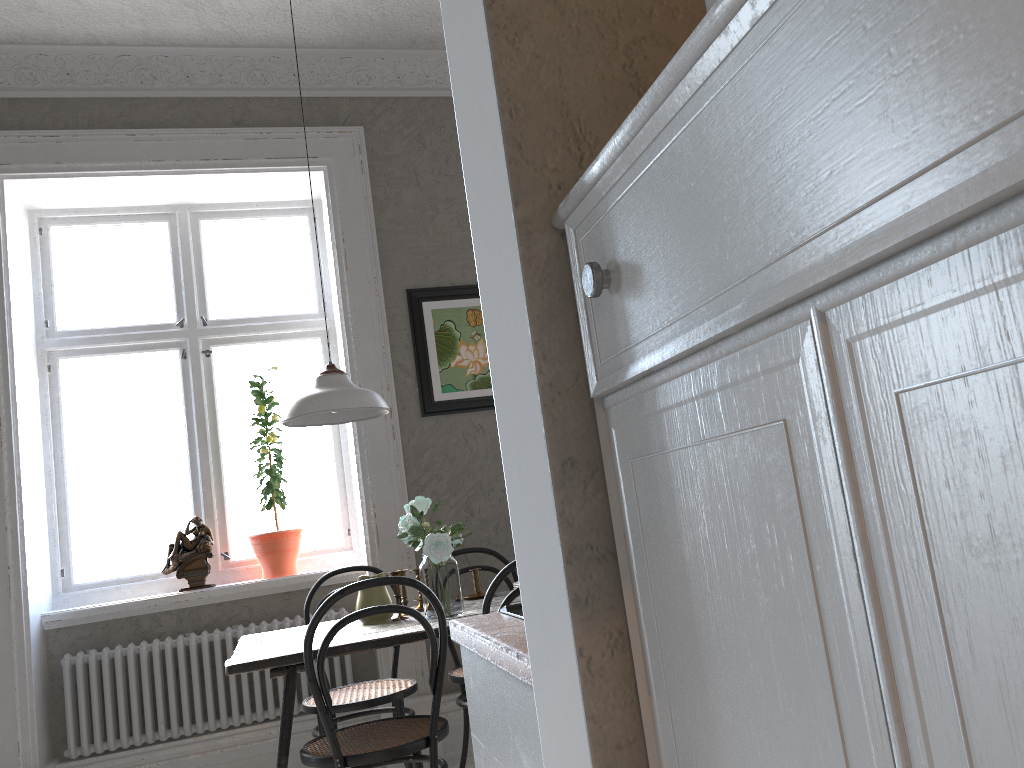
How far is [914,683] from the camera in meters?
0.4

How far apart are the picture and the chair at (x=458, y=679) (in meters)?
0.71

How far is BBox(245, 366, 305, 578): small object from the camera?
4.1 meters

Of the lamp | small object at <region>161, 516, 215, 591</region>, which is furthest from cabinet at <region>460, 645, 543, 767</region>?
small object at <region>161, 516, 215, 591</region>

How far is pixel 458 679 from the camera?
3.5m

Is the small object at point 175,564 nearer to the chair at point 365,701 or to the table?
the chair at point 365,701

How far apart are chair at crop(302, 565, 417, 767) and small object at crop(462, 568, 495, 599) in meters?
0.4 m

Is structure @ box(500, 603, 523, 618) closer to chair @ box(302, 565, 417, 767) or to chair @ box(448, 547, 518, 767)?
chair @ box(302, 565, 417, 767)

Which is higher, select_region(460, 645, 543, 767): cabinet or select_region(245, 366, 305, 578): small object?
select_region(245, 366, 305, 578): small object

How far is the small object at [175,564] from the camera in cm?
400
